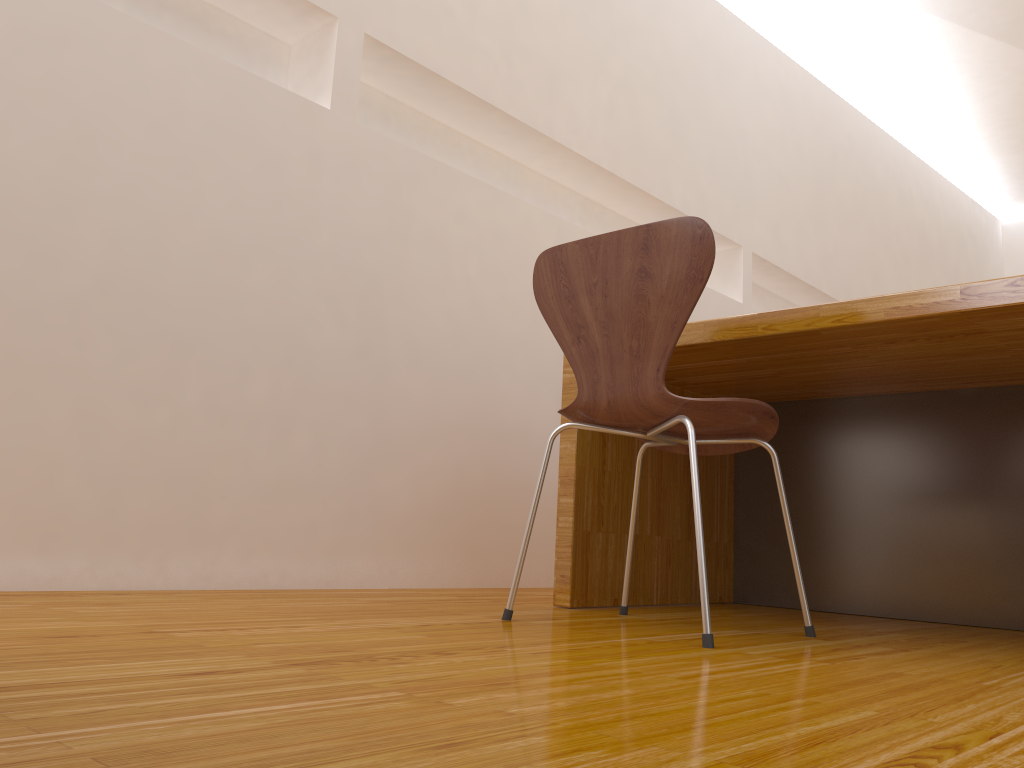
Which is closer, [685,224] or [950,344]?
[685,224]

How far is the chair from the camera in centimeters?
Answer: 148cm

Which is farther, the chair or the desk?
the desk

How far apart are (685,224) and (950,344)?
0.6 meters

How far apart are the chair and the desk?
0.1m

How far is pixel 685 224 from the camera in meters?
1.5

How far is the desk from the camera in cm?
172

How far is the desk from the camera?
1.7m

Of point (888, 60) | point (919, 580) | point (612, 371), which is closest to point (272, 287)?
point (612, 371)

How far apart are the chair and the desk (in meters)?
0.14
